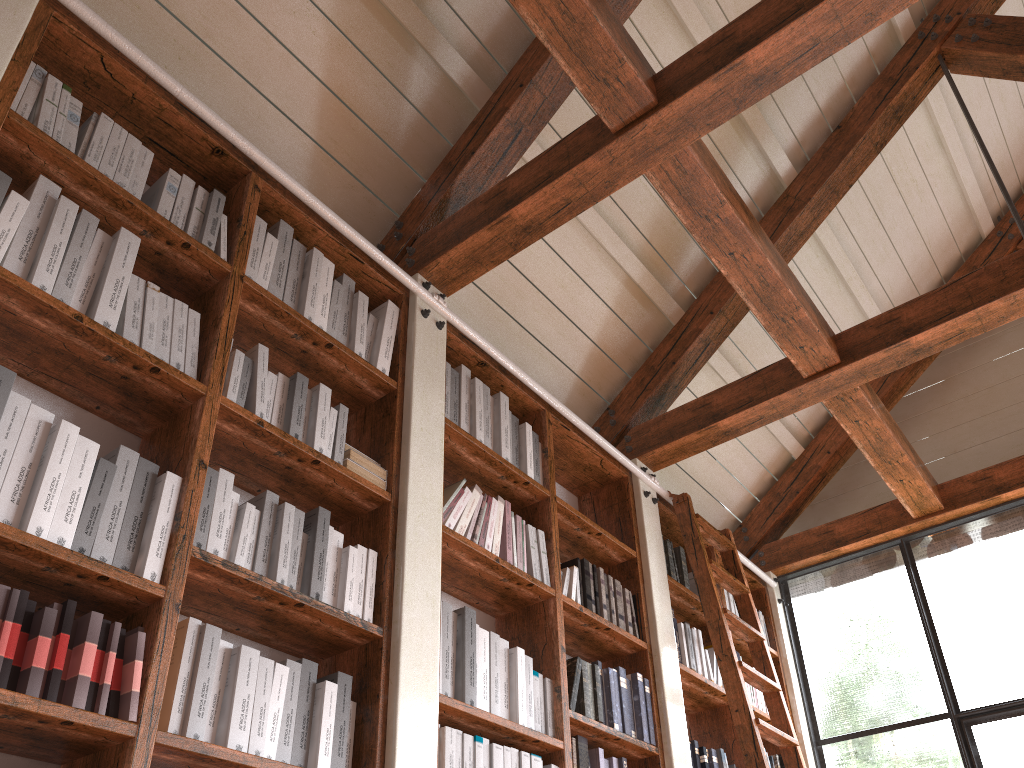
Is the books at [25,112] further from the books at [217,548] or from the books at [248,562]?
the books at [248,562]

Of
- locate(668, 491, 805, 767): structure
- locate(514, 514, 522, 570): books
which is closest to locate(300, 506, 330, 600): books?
locate(514, 514, 522, 570): books

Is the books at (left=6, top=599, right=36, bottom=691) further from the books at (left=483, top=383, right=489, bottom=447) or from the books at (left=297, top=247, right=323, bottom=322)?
the books at (left=483, top=383, right=489, bottom=447)

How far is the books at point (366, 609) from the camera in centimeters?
235cm

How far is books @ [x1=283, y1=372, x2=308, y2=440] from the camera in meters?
2.4 m

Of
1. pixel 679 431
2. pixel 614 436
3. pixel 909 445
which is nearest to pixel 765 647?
pixel 679 431

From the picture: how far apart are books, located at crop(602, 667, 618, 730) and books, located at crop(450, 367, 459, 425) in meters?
1.1

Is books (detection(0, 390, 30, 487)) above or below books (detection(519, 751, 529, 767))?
above

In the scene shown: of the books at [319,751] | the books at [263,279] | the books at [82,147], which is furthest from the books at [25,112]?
the books at [319,751]

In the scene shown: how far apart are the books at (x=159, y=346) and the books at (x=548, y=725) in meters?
1.6 m
